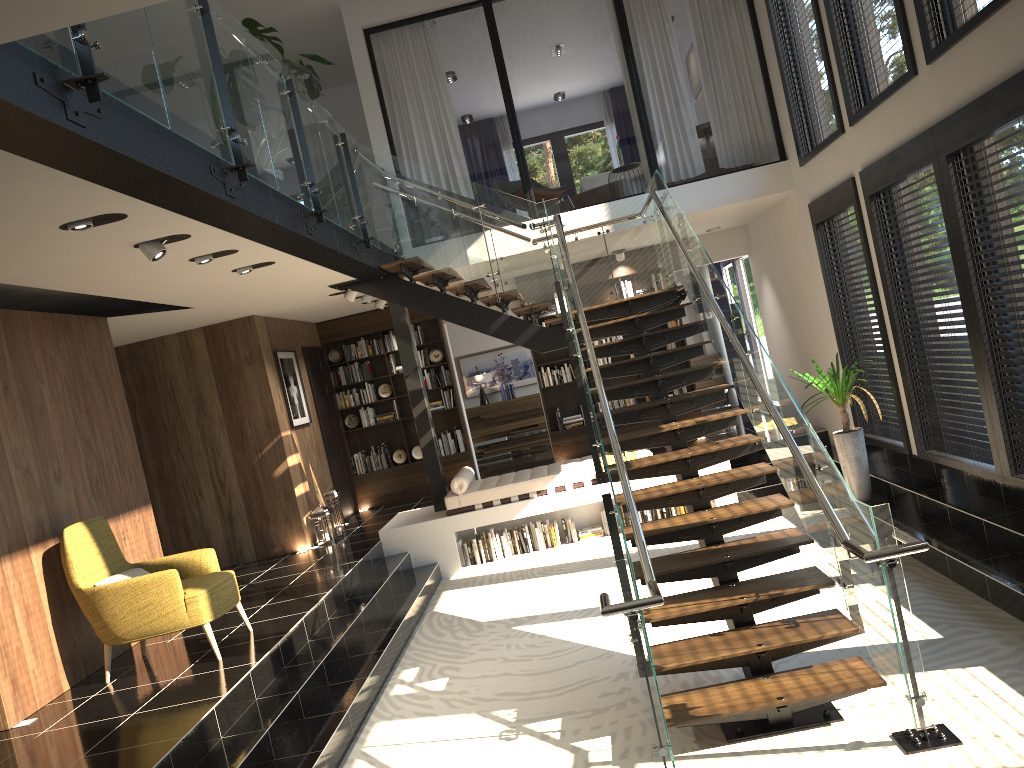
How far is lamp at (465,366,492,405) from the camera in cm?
1554

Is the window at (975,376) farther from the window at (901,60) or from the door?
the door

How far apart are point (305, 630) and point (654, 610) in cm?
292

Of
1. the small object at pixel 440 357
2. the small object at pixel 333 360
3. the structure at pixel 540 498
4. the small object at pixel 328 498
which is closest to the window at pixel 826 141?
the structure at pixel 540 498

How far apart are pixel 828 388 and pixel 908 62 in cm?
284

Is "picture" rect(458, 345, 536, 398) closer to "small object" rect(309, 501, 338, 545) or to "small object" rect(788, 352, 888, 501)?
"small object" rect(309, 501, 338, 545)

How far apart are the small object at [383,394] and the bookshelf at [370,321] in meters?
0.1 m

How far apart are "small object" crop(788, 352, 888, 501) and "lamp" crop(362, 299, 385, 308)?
5.4 meters

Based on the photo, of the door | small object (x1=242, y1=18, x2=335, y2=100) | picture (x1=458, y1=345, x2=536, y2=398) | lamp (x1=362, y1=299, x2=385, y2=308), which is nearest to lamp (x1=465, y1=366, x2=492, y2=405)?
picture (x1=458, y1=345, x2=536, y2=398)

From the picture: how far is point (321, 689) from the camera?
5.9m
